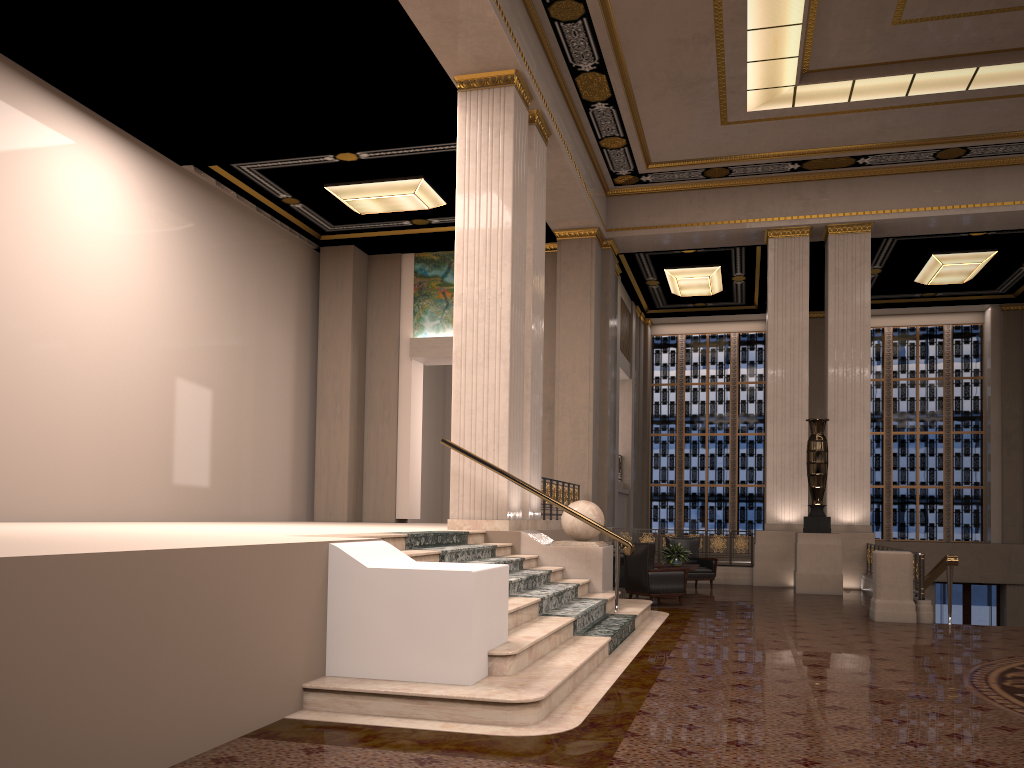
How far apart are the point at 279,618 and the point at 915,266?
17.59m

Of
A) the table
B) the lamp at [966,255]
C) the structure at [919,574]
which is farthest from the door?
the table

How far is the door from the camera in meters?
20.5

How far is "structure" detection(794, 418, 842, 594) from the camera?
13.57m

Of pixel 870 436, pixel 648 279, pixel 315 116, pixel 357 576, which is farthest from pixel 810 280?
pixel 357 576

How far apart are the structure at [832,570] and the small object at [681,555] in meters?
2.1

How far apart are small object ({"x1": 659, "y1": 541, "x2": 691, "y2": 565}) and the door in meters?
11.3

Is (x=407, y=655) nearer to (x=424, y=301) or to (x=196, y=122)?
(x=196, y=122)

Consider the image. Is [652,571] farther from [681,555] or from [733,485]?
[733,485]

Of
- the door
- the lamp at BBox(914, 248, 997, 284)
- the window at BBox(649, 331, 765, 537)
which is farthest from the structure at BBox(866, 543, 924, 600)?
the window at BBox(649, 331, 765, 537)
